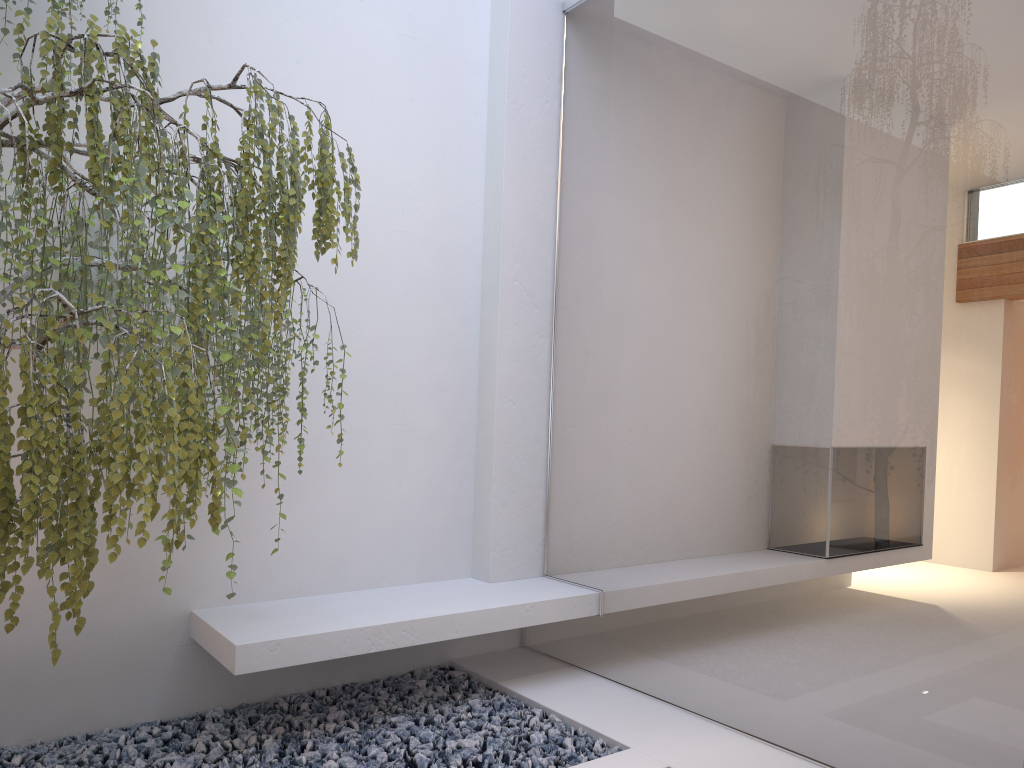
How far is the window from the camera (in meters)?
2.27

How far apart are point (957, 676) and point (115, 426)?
2.20m

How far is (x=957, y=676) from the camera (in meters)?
2.27

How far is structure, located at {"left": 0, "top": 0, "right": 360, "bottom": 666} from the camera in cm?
206

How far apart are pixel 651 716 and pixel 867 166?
2.1m

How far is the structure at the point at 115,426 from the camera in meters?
2.1

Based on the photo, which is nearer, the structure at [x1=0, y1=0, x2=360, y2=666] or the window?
the structure at [x1=0, y1=0, x2=360, y2=666]

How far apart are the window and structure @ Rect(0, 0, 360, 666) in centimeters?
117cm
